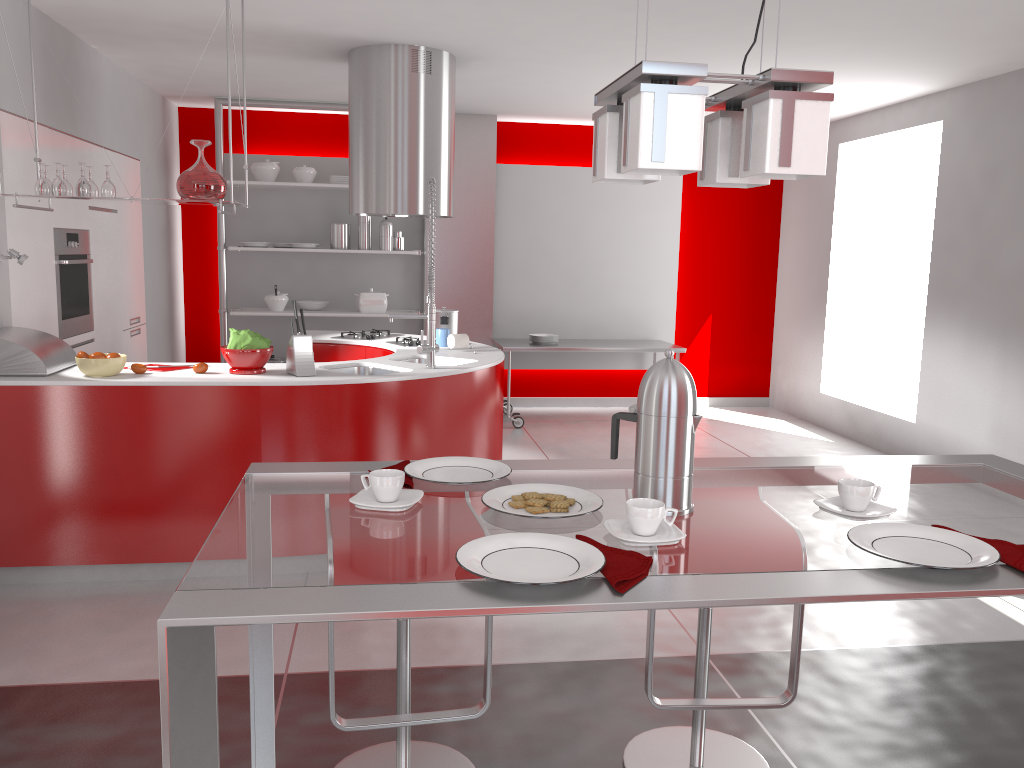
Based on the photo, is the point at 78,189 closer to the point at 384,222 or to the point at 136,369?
the point at 136,369

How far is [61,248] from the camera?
4.8m

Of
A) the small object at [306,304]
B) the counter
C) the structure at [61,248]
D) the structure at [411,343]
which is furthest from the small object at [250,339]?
the small object at [306,304]

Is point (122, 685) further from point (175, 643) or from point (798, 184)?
point (798, 184)

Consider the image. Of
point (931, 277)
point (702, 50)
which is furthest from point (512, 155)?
point (931, 277)

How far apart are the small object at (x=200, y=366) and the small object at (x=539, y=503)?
2.76m

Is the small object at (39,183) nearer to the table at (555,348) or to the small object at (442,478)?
the small object at (442,478)

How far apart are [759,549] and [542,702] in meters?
1.7

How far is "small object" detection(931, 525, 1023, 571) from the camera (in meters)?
1.32

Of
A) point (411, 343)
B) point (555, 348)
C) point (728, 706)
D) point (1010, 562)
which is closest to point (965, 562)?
point (1010, 562)
